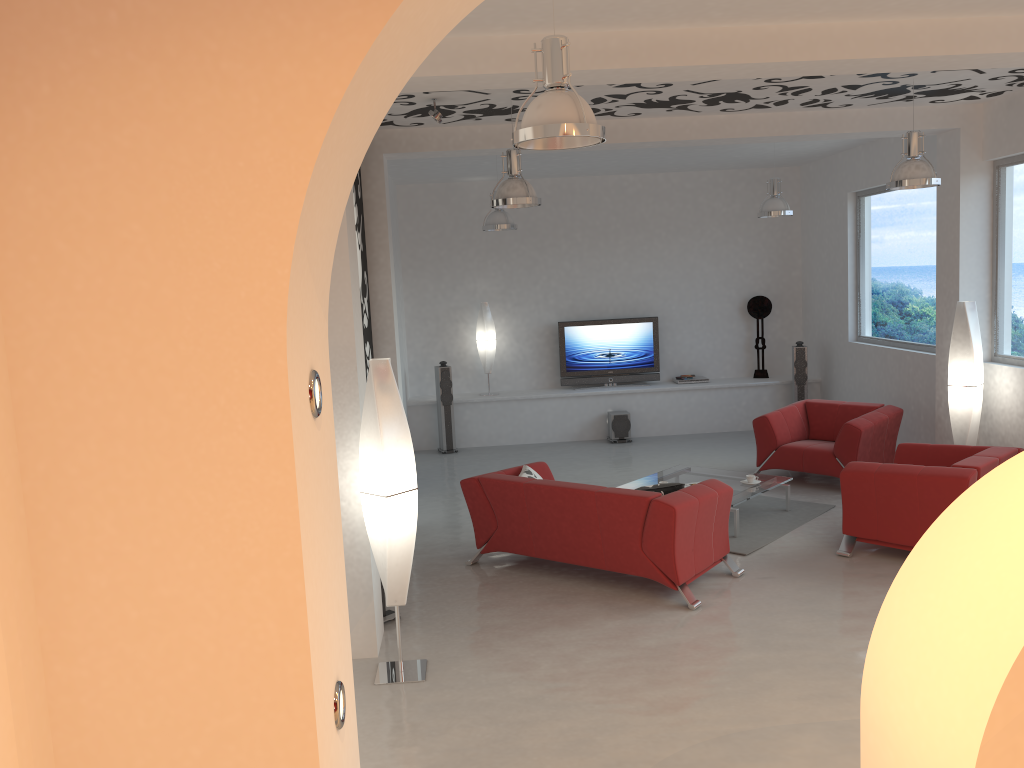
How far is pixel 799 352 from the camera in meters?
11.4

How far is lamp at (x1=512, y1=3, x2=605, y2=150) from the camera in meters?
3.4

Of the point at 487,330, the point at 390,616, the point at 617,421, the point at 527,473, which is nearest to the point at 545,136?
the point at 390,616

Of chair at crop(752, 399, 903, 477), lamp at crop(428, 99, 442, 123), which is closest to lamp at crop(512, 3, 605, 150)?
lamp at crop(428, 99, 442, 123)

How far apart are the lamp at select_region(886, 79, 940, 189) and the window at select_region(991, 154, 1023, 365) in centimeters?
143cm

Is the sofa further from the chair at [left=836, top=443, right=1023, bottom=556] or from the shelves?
the shelves

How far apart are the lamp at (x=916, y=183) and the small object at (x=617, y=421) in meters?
5.2 m

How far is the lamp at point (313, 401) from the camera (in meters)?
1.85

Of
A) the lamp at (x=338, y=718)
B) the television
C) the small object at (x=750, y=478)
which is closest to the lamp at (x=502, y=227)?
the television

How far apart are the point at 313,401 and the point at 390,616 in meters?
4.2 m
